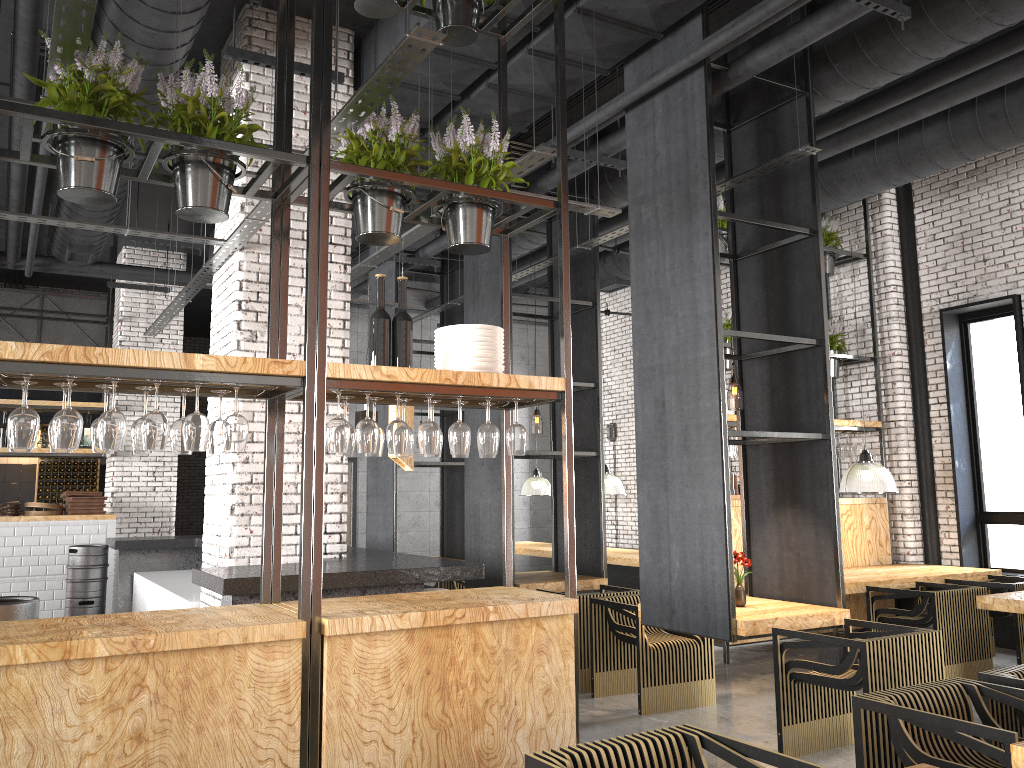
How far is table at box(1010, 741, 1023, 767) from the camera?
2.6m

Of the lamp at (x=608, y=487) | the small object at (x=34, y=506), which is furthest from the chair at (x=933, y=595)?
the small object at (x=34, y=506)

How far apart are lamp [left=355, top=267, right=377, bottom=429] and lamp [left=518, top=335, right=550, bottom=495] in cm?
670

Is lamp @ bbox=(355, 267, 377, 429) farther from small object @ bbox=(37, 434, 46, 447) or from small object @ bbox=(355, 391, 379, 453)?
small object @ bbox=(37, 434, 46, 447)

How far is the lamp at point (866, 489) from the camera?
7.99m

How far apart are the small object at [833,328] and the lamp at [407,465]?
5.3 meters

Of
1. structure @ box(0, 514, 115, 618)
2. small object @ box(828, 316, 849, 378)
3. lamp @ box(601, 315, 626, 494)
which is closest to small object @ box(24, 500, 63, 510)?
structure @ box(0, 514, 115, 618)

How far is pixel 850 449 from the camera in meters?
9.2

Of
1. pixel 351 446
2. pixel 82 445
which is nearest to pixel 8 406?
pixel 82 445

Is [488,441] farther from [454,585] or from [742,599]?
[454,585]
